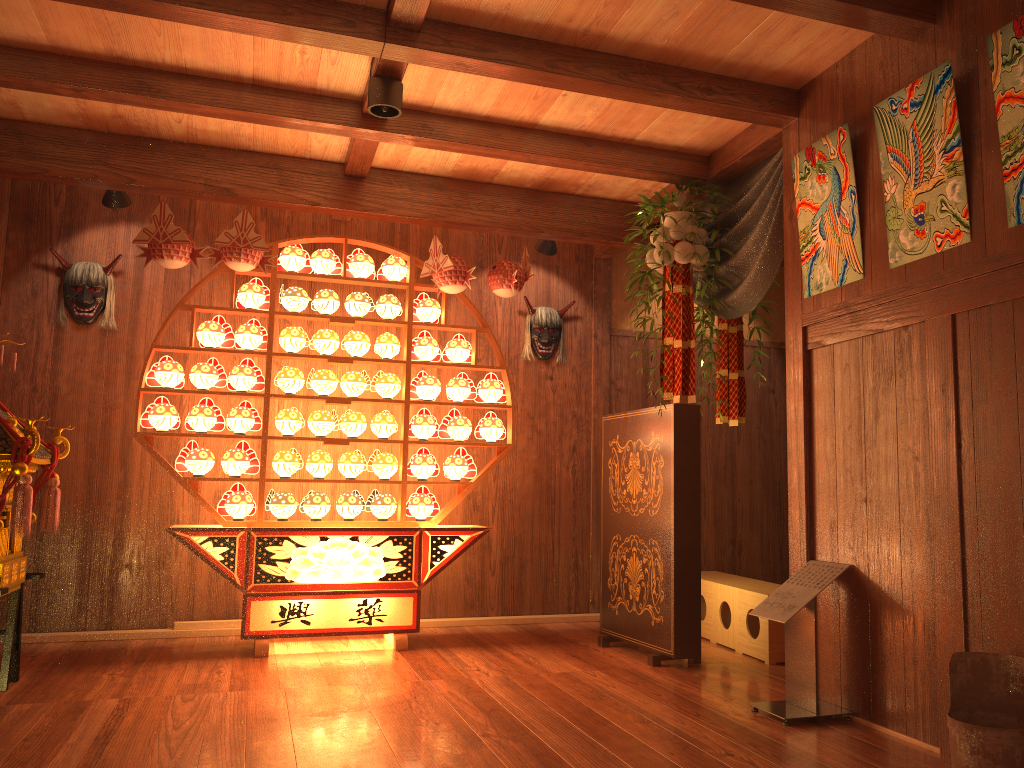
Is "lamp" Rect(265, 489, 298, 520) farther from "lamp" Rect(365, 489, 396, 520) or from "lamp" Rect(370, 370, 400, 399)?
"lamp" Rect(370, 370, 400, 399)

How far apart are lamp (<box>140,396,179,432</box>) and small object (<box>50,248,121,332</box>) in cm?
74

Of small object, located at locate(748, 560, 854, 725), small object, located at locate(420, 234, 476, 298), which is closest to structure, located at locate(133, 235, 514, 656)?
small object, located at locate(420, 234, 476, 298)

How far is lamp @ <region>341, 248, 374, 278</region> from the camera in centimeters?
492cm

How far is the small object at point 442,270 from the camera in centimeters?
475cm

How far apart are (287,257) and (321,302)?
0.3 meters

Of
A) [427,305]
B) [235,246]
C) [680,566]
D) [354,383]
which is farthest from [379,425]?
[680,566]

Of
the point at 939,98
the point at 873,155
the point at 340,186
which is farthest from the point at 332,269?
the point at 939,98

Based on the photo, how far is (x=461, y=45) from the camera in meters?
3.3 m

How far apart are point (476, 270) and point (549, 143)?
1.6m
